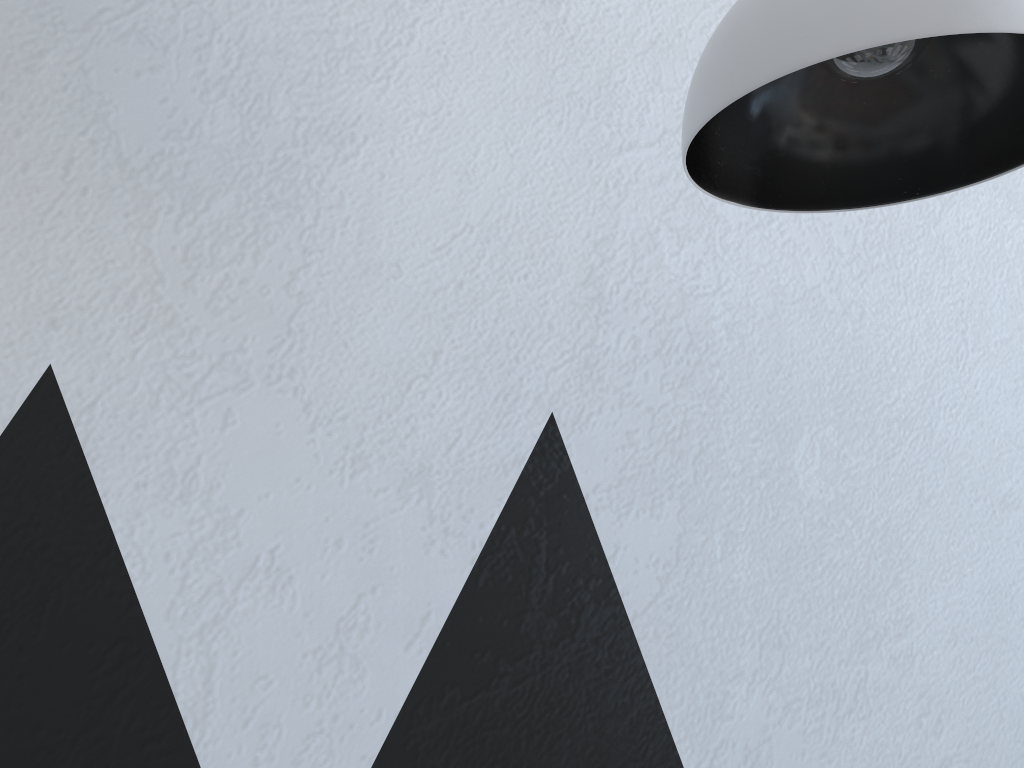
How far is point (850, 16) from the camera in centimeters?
37cm

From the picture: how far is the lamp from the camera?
0.4 meters

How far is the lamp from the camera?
0.4 meters
